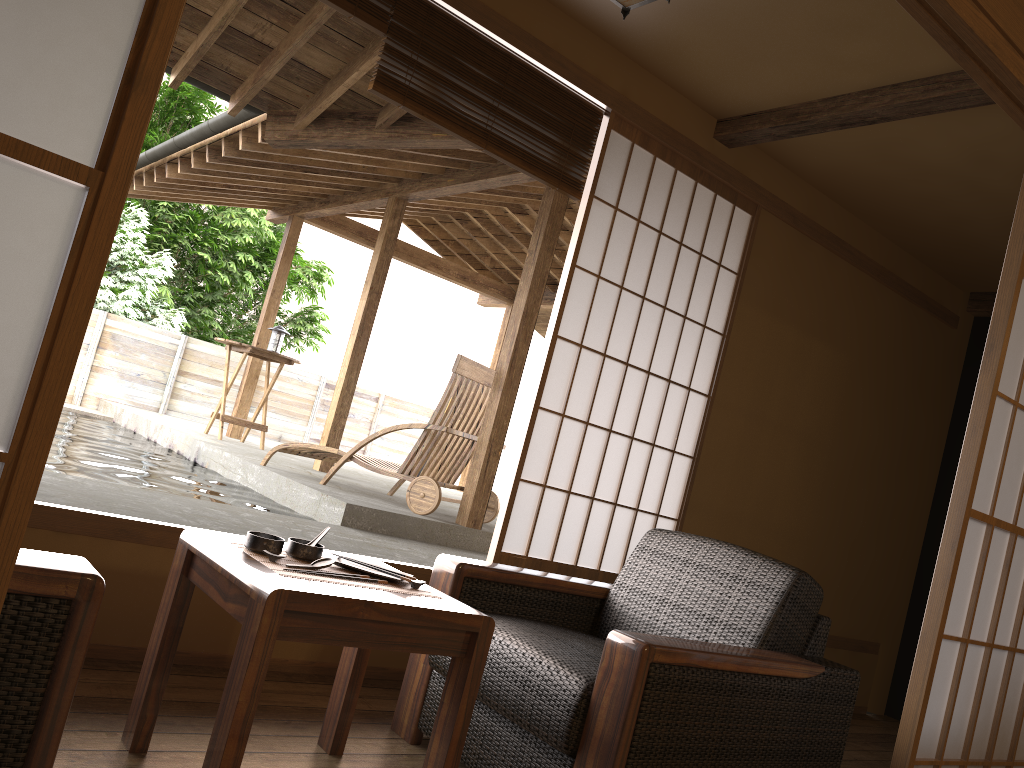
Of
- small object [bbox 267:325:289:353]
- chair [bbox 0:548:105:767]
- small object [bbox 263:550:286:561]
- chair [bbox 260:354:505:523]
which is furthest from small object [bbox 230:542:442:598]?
small object [bbox 267:325:289:353]

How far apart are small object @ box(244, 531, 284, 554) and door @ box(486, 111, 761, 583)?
1.4 meters

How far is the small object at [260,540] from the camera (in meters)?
1.93

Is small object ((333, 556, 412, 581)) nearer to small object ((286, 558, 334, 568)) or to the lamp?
small object ((286, 558, 334, 568))

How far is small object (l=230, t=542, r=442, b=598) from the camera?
1.83m

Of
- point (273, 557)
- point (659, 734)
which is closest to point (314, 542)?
point (273, 557)

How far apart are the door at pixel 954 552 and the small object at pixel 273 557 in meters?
1.5 m

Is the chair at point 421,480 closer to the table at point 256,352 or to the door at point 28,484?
the door at point 28,484

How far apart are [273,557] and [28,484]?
1.0 meters

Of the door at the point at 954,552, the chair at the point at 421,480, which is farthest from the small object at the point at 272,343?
the door at the point at 954,552
